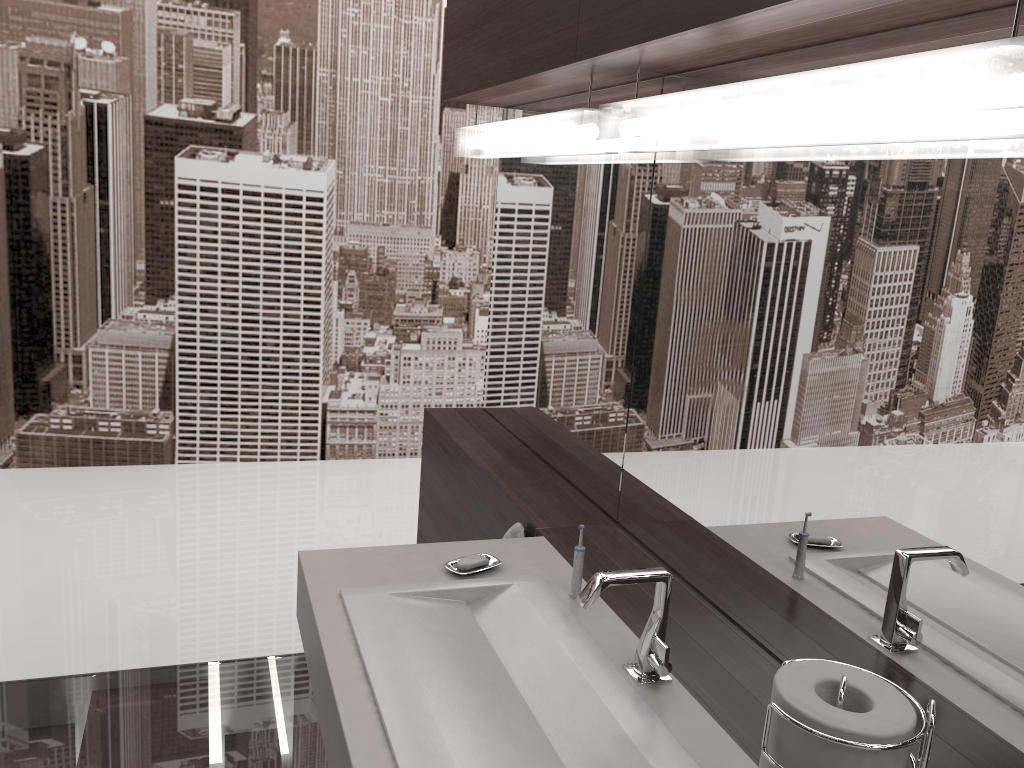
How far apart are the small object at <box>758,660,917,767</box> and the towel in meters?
1.0 m

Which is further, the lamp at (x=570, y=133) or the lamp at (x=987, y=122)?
the lamp at (x=570, y=133)

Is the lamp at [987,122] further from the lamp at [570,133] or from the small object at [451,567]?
the small object at [451,567]

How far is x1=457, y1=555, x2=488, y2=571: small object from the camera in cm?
159

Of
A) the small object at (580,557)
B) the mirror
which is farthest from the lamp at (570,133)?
the small object at (580,557)

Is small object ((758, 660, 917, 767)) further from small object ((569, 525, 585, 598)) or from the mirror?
small object ((569, 525, 585, 598))

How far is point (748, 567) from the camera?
1.45m

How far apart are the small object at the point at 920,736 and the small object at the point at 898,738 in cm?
1

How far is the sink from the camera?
1.1m

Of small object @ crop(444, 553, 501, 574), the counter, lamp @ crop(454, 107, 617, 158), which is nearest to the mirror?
lamp @ crop(454, 107, 617, 158)
